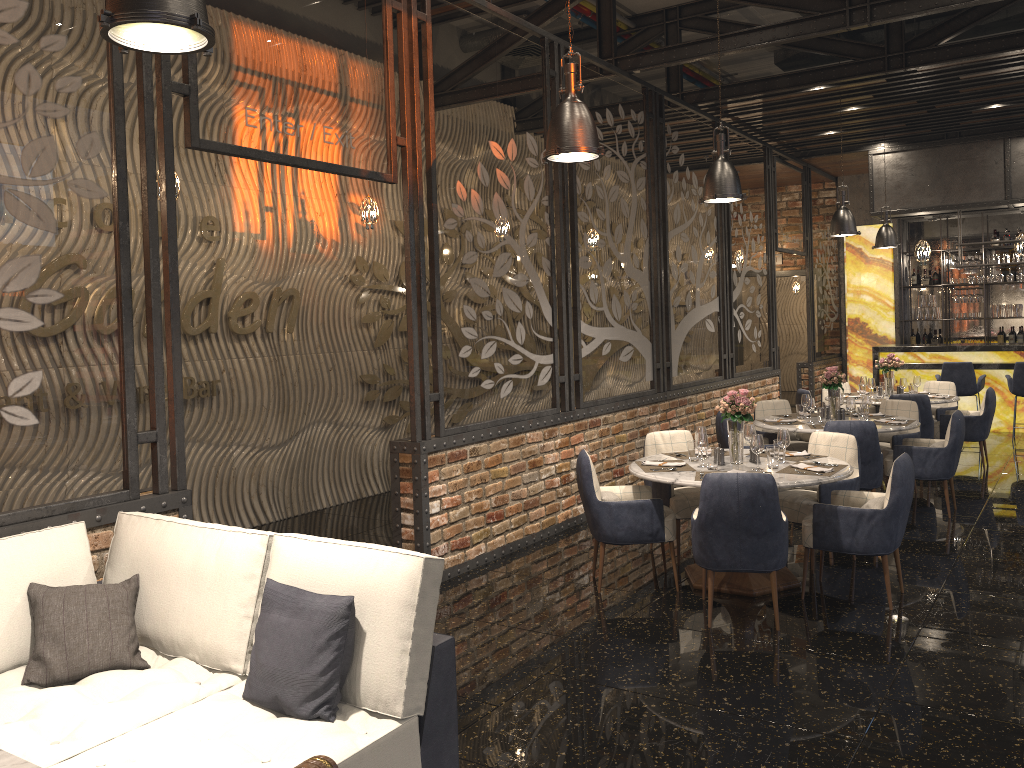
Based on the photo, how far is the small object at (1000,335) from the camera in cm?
1420

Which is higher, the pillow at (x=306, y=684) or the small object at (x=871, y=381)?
the small object at (x=871, y=381)

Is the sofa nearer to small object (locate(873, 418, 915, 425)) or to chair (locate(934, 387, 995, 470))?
small object (locate(873, 418, 915, 425))

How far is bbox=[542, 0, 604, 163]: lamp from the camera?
4.5 meters

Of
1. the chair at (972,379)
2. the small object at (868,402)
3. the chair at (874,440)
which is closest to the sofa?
the chair at (874,440)

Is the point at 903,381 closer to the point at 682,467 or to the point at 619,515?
the point at 682,467

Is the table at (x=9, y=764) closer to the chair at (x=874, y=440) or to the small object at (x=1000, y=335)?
the chair at (x=874, y=440)

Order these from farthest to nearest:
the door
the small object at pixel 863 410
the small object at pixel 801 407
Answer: the door < the small object at pixel 801 407 < the small object at pixel 863 410

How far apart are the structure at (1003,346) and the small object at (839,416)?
5.4m

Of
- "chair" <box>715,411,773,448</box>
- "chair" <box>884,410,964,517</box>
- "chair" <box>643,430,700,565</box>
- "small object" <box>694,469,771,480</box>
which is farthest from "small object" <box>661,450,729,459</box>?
"chair" <box>884,410,964,517</box>
